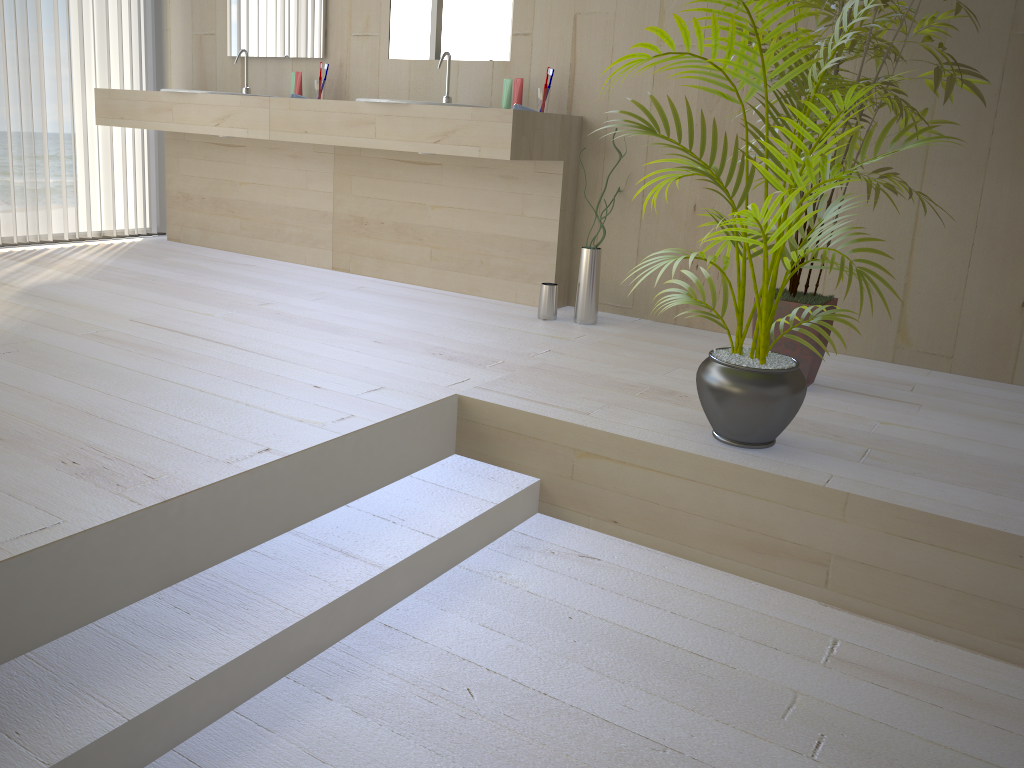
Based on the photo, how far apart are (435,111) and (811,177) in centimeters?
175cm

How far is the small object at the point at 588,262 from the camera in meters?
3.3 m

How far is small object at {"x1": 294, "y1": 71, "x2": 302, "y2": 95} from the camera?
4.1 meters

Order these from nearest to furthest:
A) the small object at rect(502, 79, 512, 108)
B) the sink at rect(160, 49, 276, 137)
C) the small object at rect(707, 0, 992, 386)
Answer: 1. the small object at rect(707, 0, 992, 386)
2. the small object at rect(502, 79, 512, 108)
3. the sink at rect(160, 49, 276, 137)

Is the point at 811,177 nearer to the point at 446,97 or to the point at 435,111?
the point at 435,111

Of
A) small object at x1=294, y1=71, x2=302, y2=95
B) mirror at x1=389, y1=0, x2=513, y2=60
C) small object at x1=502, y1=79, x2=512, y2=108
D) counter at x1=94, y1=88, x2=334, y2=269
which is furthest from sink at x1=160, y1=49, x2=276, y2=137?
small object at x1=502, y1=79, x2=512, y2=108

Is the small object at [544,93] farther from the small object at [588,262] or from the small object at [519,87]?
the small object at [588,262]

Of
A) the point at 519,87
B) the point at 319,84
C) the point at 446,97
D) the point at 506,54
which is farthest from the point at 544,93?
the point at 319,84

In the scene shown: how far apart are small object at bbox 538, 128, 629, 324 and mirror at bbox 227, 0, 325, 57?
1.7m

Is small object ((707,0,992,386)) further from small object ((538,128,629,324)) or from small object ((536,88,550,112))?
small object ((536,88,550,112))
